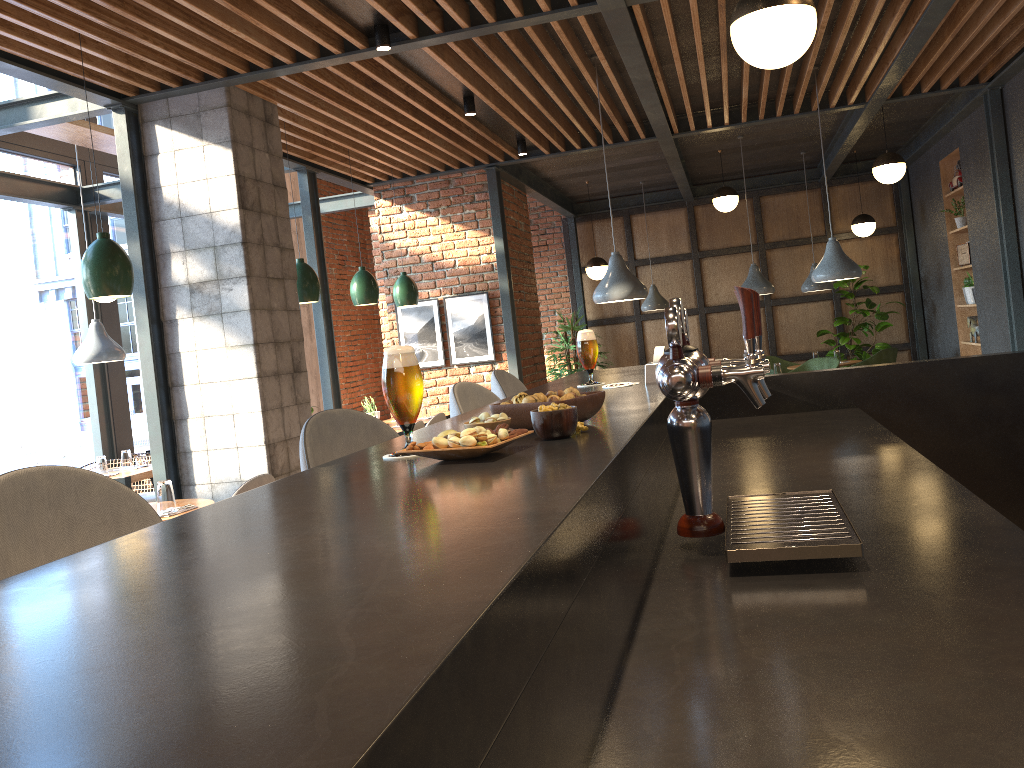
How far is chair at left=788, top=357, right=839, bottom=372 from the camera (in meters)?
8.96

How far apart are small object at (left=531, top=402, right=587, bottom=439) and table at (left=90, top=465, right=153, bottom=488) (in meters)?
5.43

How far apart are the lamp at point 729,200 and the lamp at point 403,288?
3.5 meters

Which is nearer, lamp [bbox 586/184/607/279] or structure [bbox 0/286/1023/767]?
structure [bbox 0/286/1023/767]

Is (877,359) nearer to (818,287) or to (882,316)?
(818,287)

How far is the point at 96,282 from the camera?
3.9m

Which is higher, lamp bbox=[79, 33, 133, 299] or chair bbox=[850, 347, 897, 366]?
lamp bbox=[79, 33, 133, 299]

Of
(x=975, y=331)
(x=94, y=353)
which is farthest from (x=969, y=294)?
(x=94, y=353)

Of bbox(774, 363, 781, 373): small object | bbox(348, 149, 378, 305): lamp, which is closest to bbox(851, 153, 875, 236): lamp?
bbox(774, 363, 781, 373): small object

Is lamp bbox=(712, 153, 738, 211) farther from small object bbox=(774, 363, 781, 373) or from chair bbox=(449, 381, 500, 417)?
chair bbox=(449, 381, 500, 417)
